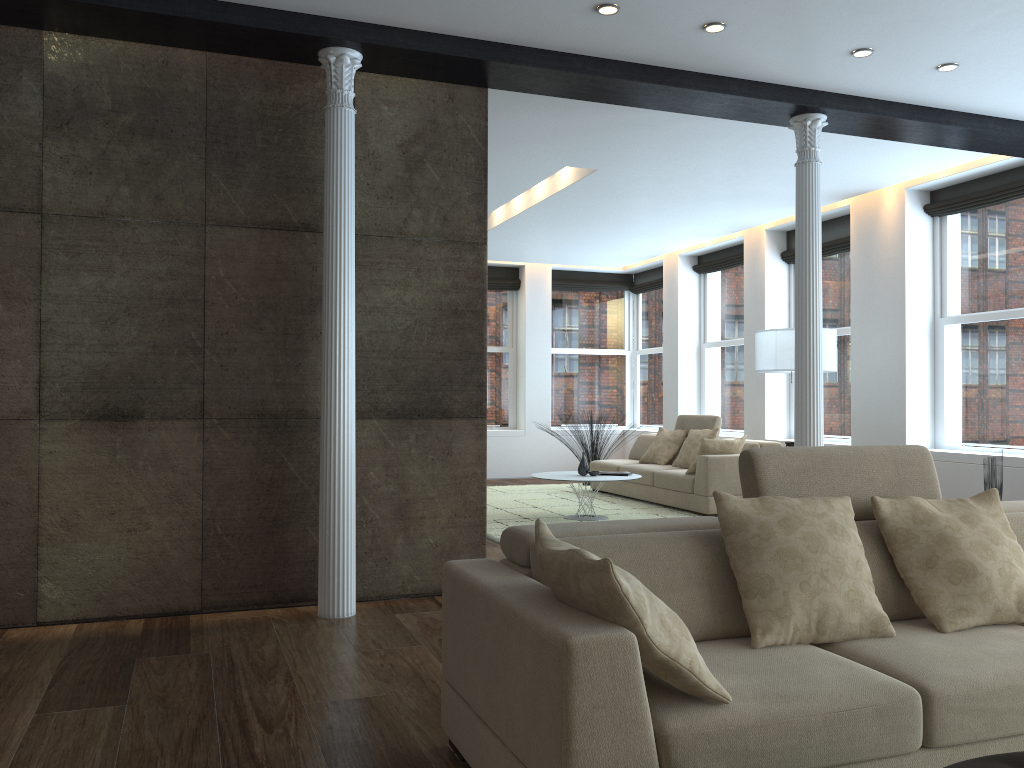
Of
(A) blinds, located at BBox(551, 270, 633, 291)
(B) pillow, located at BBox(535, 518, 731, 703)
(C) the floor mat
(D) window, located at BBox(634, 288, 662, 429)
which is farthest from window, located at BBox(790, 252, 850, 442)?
(B) pillow, located at BBox(535, 518, 731, 703)

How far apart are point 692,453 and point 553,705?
7.45m

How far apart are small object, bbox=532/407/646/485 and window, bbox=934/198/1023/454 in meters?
4.1 m

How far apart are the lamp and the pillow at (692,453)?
1.5 meters

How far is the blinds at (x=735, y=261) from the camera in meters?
10.8

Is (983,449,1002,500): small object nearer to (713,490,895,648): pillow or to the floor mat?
the floor mat

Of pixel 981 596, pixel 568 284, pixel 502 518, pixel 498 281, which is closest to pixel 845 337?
pixel 502 518

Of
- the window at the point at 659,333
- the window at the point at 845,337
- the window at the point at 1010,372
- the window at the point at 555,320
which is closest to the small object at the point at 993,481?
the window at the point at 1010,372

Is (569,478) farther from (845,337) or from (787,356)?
(845,337)

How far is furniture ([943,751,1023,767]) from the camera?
1.8m
